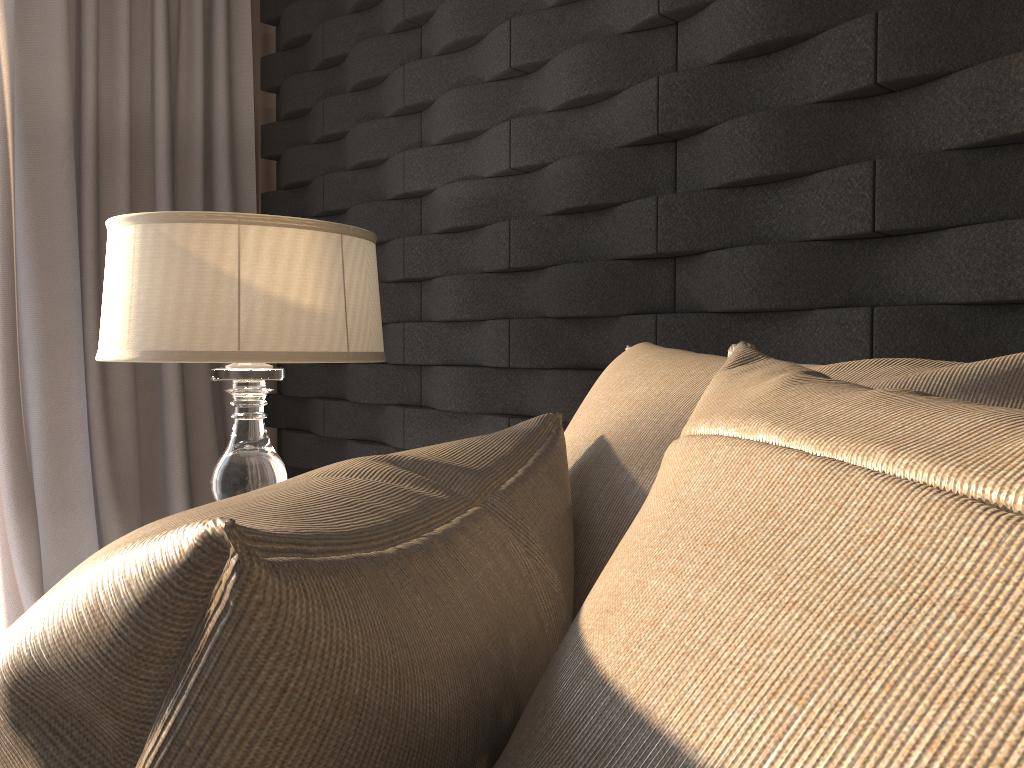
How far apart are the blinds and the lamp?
1.0m

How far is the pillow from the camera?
0.2m

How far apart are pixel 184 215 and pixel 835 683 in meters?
1.3

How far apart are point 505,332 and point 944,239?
0.89m

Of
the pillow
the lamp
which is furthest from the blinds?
the pillow

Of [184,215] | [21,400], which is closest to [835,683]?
[184,215]

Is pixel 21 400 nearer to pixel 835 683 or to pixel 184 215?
pixel 184 215

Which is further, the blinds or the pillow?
the blinds

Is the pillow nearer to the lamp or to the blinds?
the lamp

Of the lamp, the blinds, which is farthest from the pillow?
the blinds
